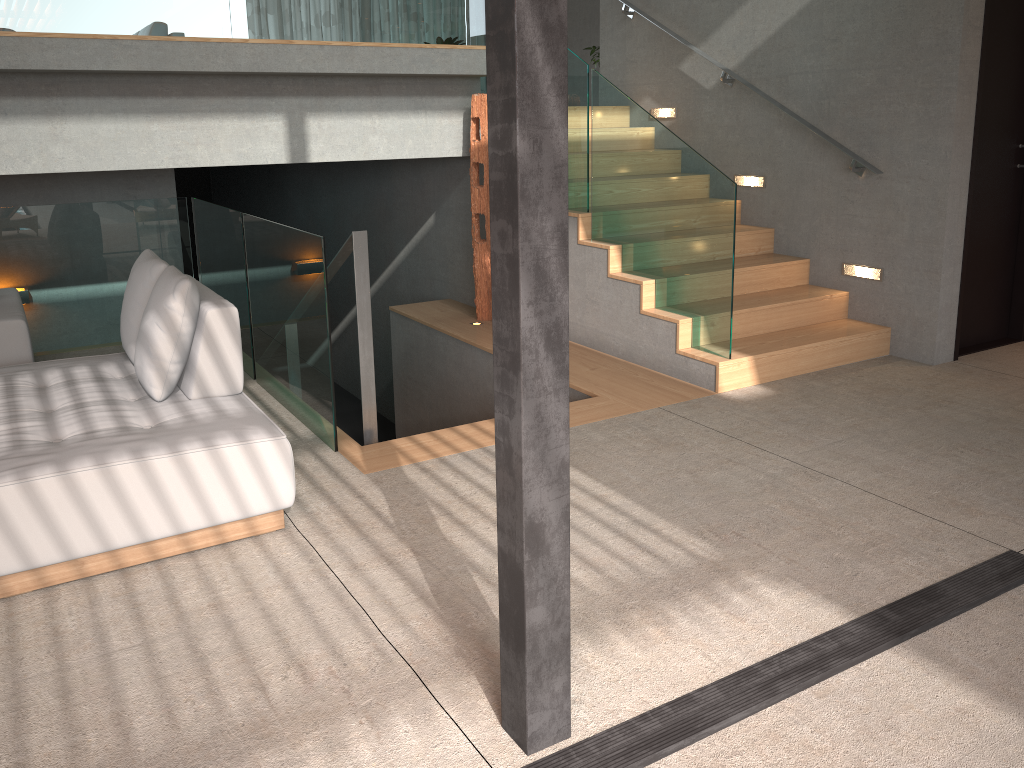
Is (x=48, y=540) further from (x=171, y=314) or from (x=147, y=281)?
(x=147, y=281)

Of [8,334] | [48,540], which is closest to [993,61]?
[48,540]

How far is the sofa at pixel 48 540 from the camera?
2.81m

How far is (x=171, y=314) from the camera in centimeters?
346cm

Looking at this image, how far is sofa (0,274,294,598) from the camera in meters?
2.8

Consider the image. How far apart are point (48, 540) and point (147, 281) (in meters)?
1.42

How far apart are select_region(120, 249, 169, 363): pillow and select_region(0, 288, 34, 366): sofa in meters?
0.6

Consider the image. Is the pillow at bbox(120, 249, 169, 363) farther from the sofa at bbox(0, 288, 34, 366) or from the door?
the door

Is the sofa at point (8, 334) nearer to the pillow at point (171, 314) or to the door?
the pillow at point (171, 314)

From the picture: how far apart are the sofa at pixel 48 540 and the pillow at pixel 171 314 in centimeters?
2cm
